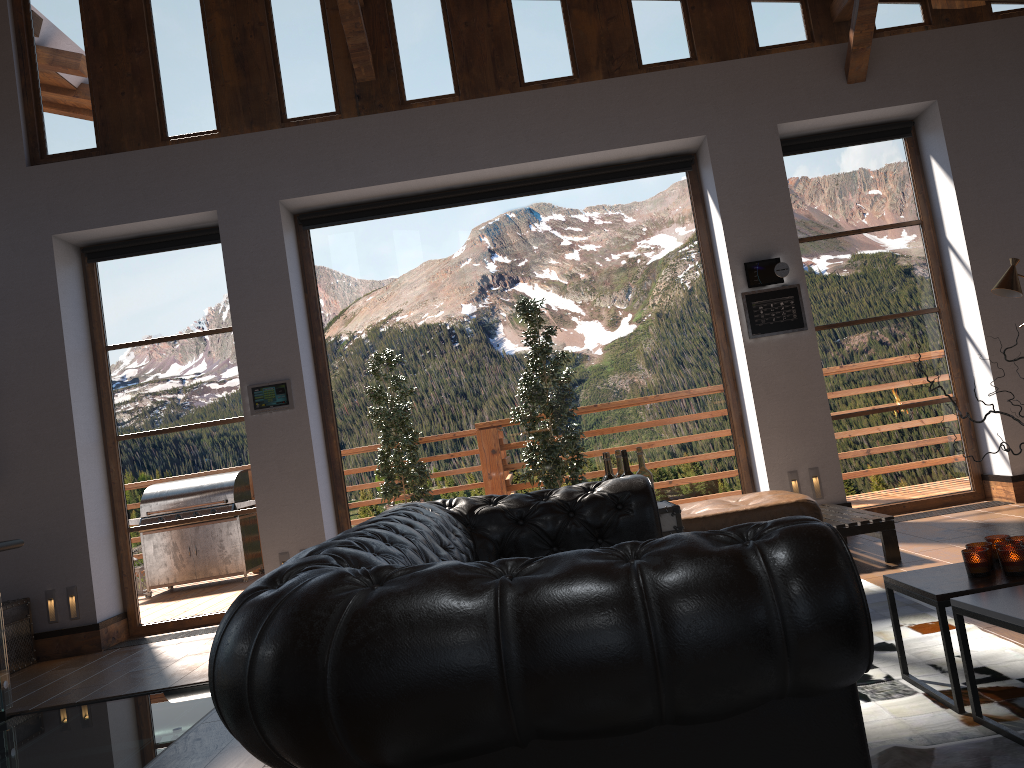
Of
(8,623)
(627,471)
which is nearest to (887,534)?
(627,471)

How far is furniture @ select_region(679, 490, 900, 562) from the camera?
5.0m

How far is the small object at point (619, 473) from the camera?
4.3 meters

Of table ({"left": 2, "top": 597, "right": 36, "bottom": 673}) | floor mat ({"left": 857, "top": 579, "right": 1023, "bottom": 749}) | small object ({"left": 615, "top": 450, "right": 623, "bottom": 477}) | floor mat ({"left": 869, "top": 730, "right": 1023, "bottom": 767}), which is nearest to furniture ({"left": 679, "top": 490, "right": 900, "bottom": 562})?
floor mat ({"left": 857, "top": 579, "right": 1023, "bottom": 749})

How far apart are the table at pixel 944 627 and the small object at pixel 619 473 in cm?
153

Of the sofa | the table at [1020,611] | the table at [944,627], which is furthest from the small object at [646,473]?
the table at [1020,611]

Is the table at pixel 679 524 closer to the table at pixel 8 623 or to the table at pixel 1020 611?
the table at pixel 1020 611

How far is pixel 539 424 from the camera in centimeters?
697cm

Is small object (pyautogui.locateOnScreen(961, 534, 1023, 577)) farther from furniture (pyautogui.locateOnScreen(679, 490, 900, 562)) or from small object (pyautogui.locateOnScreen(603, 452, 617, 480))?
furniture (pyautogui.locateOnScreen(679, 490, 900, 562))

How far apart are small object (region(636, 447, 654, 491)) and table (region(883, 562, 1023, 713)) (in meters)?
1.39
